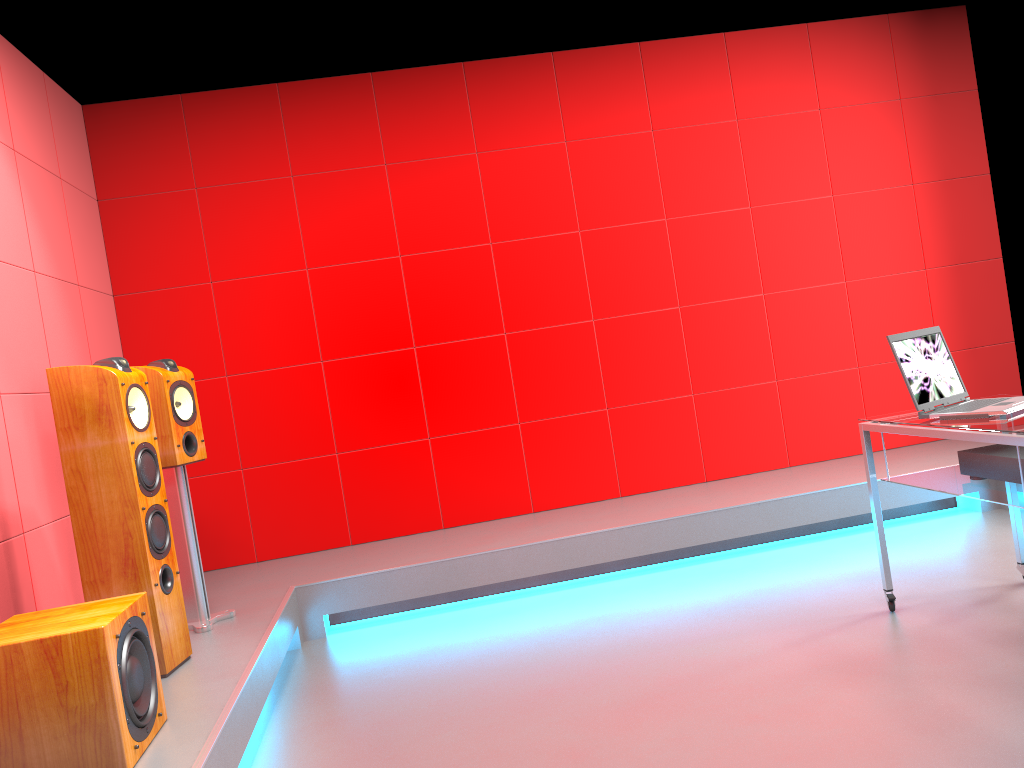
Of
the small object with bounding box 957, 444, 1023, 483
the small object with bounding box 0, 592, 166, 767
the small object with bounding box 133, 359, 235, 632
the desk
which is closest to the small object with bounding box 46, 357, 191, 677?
the small object with bounding box 133, 359, 235, 632

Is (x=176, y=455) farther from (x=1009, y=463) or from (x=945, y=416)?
(x=1009, y=463)

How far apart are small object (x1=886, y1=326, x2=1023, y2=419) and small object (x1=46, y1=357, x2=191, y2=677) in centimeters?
247cm

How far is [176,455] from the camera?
3.37m

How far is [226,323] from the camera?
4.68m

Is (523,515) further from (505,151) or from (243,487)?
(505,151)

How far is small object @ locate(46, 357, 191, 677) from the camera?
2.8 meters

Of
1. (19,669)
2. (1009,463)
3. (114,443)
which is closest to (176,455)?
(114,443)

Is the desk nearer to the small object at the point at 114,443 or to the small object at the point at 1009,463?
the small object at the point at 1009,463

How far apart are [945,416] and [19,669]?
2.7m
